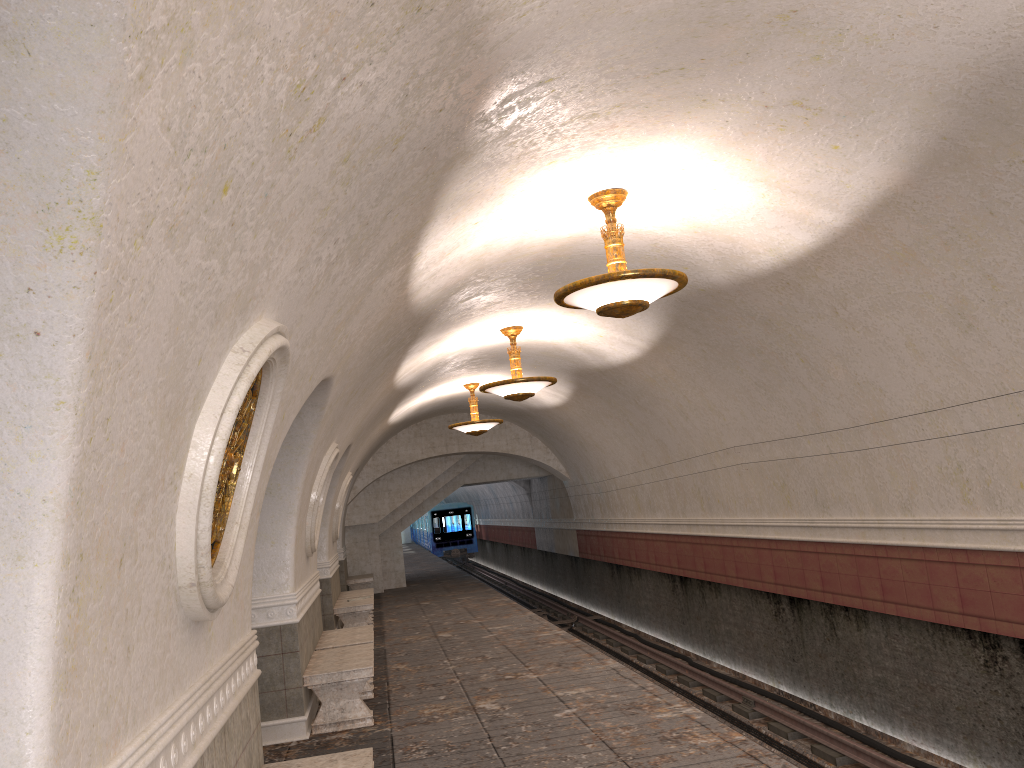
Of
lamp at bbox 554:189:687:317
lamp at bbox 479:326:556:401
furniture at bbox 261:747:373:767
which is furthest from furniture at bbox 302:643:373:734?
lamp at bbox 554:189:687:317

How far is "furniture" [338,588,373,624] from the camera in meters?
15.7 m

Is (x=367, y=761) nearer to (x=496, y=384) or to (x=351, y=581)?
(x=496, y=384)

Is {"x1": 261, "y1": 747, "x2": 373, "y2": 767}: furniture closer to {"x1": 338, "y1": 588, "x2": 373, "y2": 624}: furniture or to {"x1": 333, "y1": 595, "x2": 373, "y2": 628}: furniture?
{"x1": 333, "y1": 595, "x2": 373, "y2": 628}: furniture

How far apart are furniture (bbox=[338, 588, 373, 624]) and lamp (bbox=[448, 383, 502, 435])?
3.3 meters

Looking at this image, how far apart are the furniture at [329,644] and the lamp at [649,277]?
4.7 meters

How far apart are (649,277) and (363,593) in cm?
1108

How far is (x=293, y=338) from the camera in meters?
4.4 m

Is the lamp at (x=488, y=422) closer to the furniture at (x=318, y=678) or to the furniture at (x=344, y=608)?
the furniture at (x=344, y=608)

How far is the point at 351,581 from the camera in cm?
1972
